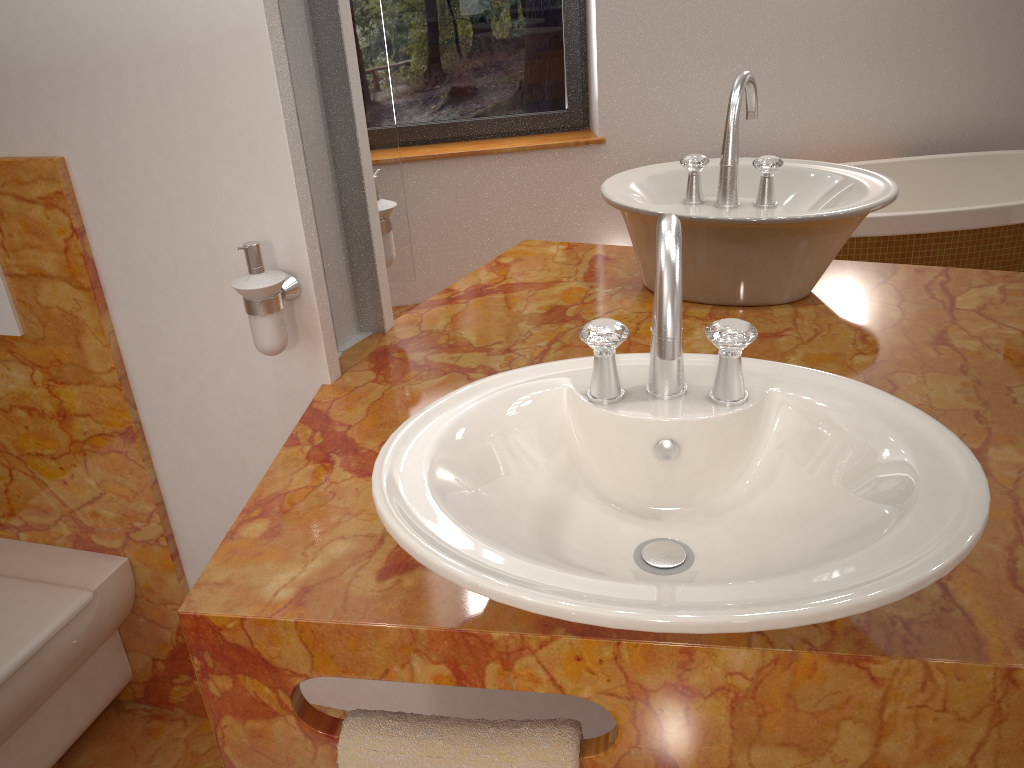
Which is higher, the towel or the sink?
the sink

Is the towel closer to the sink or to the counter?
the counter

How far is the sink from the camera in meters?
0.6

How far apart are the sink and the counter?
0.1 meters

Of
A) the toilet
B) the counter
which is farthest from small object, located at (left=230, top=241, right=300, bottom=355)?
the toilet

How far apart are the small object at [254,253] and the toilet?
0.7m

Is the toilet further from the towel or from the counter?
the towel

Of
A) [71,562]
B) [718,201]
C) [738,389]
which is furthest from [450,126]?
[71,562]

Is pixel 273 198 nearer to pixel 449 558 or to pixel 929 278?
pixel 449 558

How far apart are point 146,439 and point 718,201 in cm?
104
